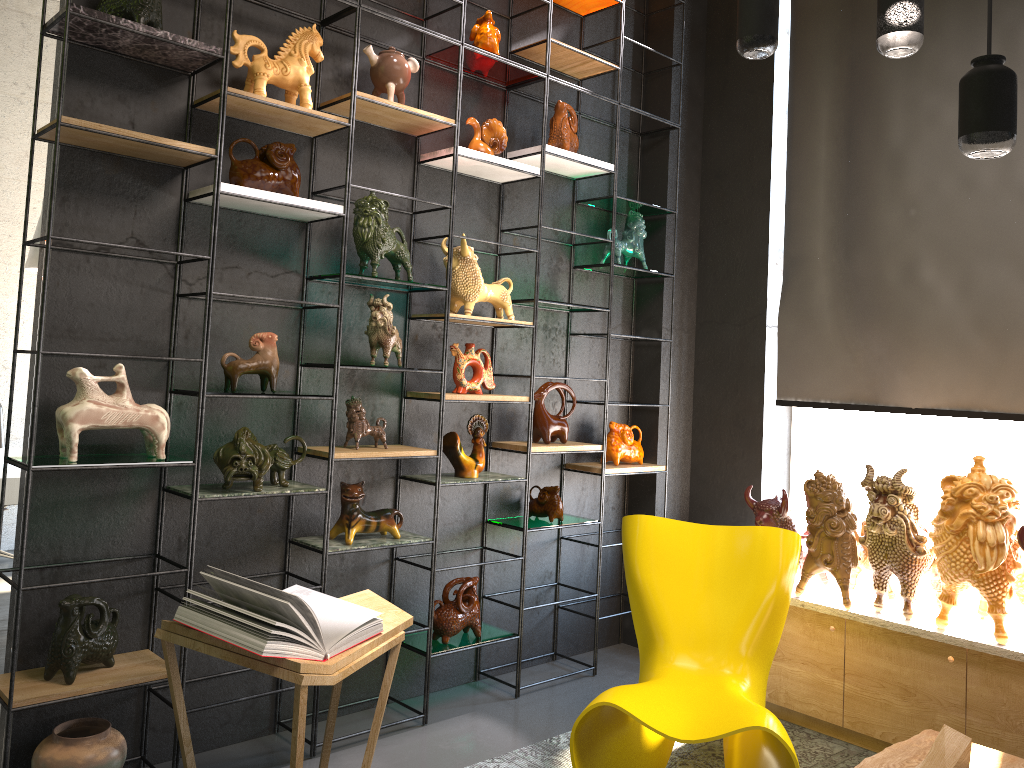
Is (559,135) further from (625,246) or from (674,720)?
(674,720)

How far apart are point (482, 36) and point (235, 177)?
1.3m

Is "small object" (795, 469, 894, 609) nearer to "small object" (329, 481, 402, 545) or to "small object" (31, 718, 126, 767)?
"small object" (329, 481, 402, 545)

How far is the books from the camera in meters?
2.5

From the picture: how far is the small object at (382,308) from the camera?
3.38m

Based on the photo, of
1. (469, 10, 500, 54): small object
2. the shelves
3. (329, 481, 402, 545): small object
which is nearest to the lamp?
the shelves

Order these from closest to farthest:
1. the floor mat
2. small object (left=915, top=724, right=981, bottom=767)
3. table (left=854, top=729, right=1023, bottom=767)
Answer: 1. small object (left=915, top=724, right=981, bottom=767)
2. table (left=854, top=729, right=1023, bottom=767)
3. the floor mat

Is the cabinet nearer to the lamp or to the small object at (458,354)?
the small object at (458,354)

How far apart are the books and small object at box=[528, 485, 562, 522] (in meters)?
1.44

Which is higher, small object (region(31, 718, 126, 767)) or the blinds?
the blinds
